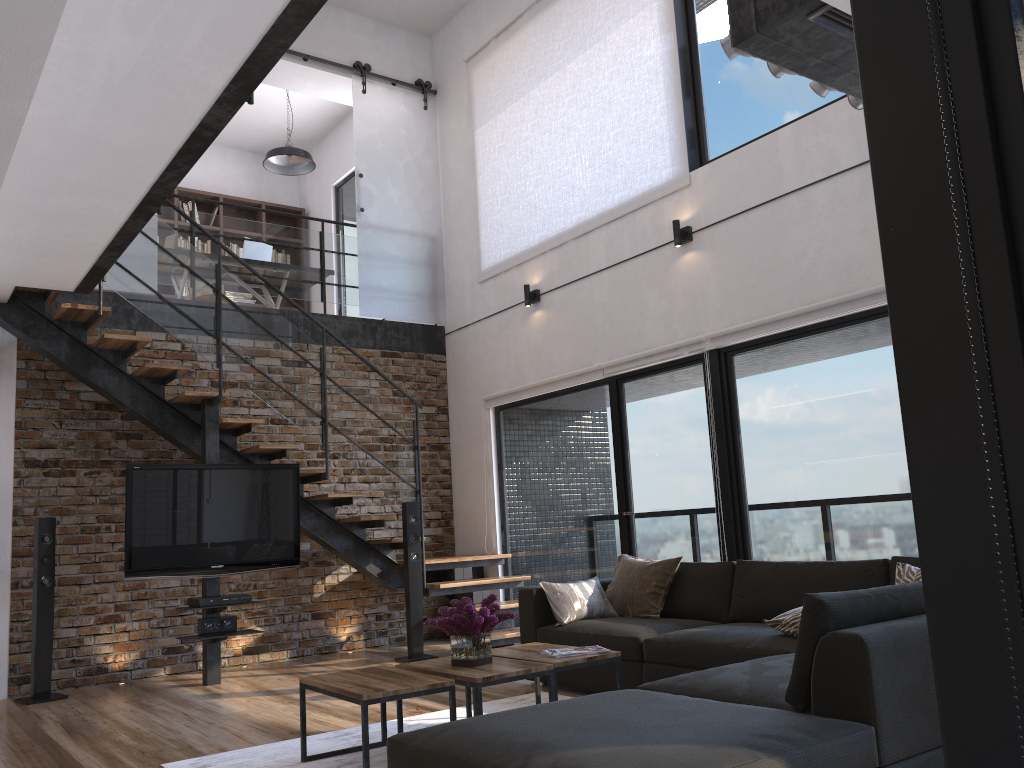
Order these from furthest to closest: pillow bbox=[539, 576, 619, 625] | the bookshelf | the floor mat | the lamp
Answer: the bookshelf, the lamp, pillow bbox=[539, 576, 619, 625], the floor mat

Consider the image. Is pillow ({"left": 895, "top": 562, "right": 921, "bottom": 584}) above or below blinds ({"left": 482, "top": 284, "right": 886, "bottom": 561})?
below

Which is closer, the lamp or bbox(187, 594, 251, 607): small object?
bbox(187, 594, 251, 607): small object

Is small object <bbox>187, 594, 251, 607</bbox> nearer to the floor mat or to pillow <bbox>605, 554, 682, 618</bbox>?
the floor mat

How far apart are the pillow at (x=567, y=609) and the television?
→ 2.1m

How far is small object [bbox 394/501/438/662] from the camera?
6.7m

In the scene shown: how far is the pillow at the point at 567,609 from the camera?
5.2 meters

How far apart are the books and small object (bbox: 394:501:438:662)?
2.9 meters

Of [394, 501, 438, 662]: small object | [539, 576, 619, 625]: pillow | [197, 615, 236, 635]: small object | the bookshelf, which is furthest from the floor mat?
the bookshelf

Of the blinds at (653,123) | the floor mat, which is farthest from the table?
the blinds at (653,123)
